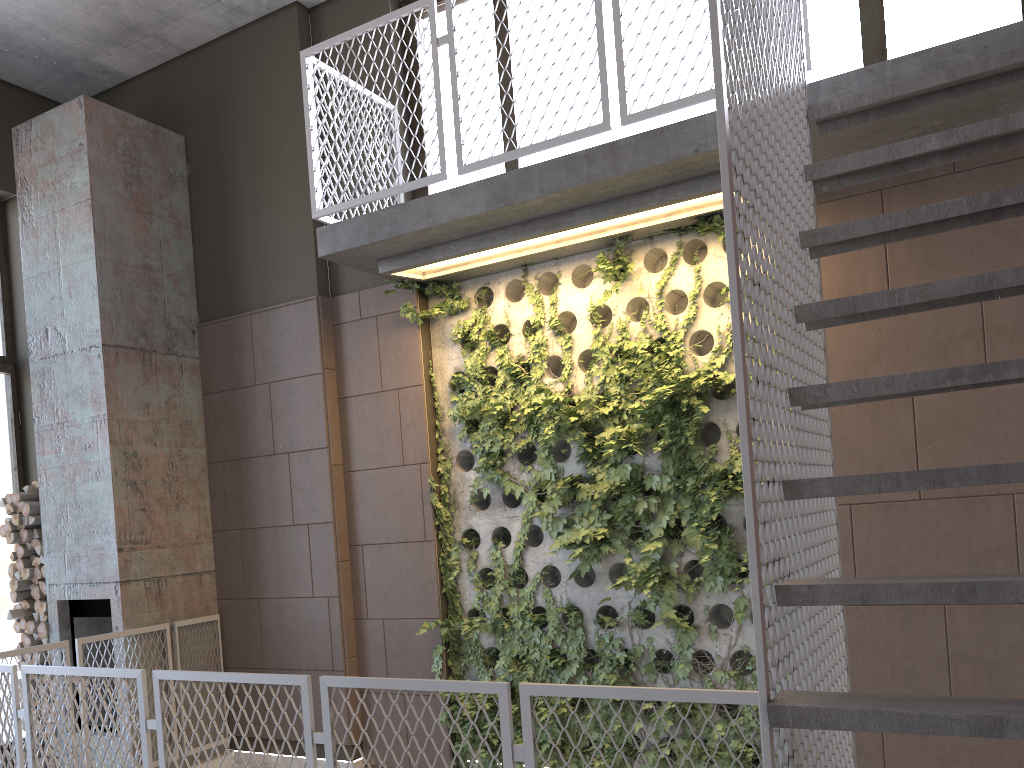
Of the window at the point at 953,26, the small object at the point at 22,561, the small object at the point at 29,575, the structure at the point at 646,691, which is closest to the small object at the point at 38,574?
the small object at the point at 29,575

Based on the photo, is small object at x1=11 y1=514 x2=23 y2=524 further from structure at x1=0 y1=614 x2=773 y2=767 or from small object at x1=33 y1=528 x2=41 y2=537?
structure at x1=0 y1=614 x2=773 y2=767

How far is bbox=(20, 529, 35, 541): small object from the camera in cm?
615

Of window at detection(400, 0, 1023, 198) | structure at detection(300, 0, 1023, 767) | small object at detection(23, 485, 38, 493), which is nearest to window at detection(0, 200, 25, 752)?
small object at detection(23, 485, 38, 493)

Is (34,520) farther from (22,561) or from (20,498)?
(22,561)

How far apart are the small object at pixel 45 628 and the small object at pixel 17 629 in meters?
0.3 m

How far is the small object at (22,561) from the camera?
6.2m

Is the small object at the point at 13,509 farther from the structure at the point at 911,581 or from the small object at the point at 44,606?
the structure at the point at 911,581

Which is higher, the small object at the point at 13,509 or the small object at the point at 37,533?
the small object at the point at 13,509

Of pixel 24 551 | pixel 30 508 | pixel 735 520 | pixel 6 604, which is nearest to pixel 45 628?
pixel 24 551
